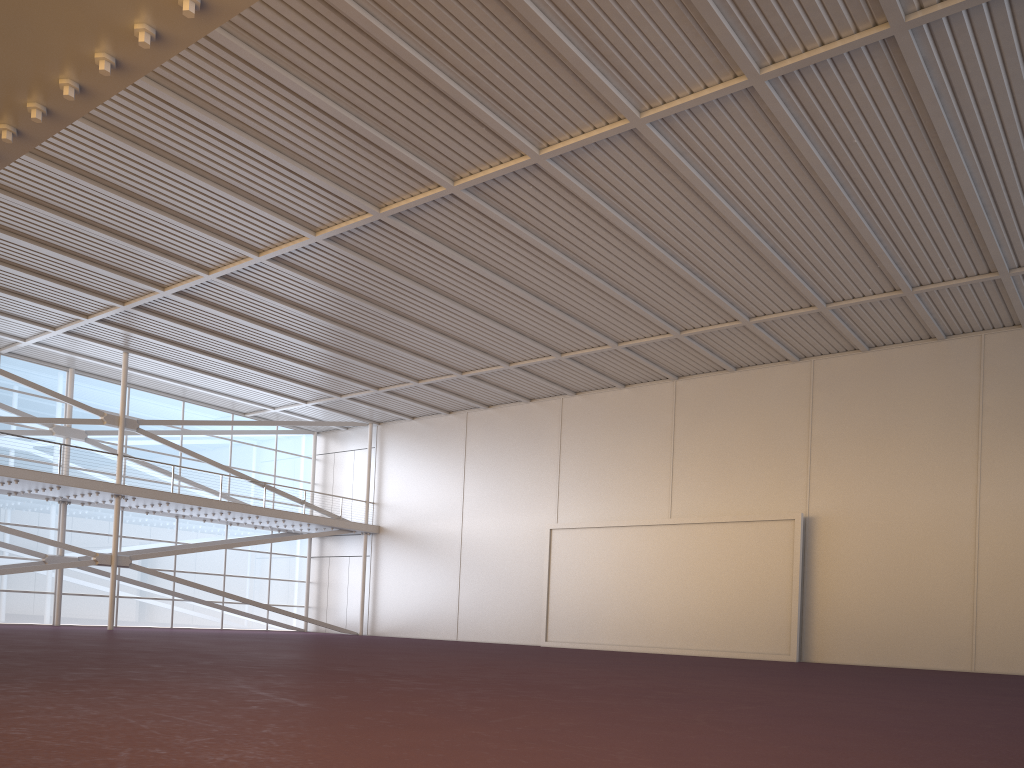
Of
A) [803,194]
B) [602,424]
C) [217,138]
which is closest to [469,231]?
[217,138]

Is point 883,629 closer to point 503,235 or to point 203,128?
point 503,235
